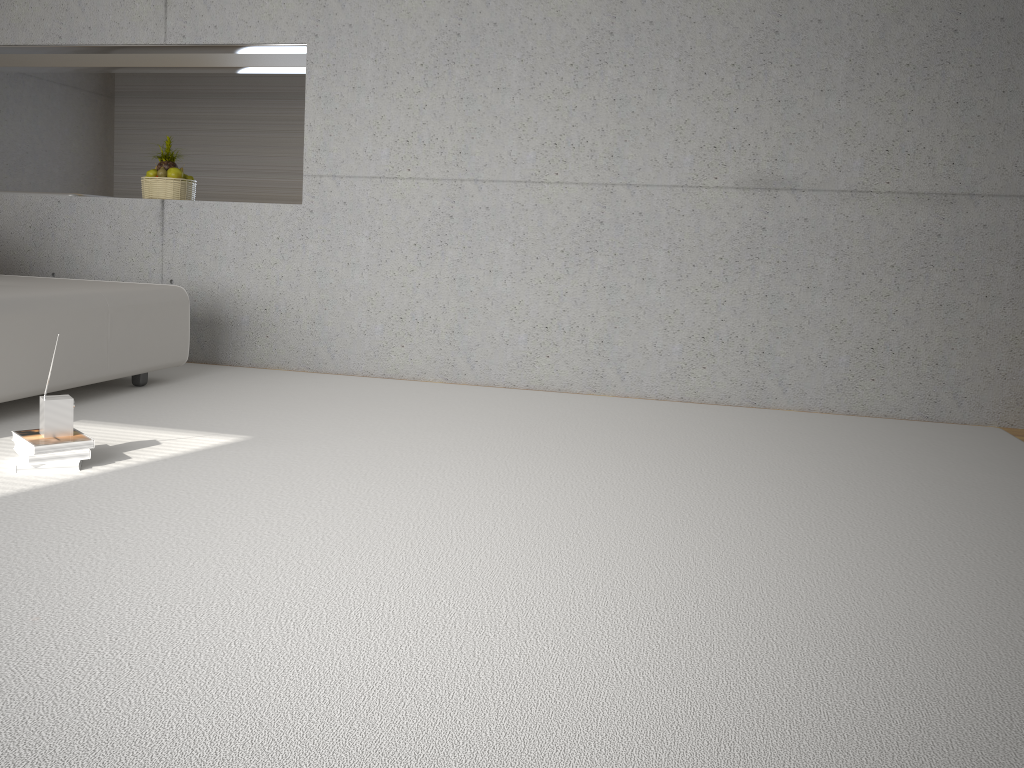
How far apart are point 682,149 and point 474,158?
1.2m

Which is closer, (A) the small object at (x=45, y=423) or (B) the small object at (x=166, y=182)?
(A) the small object at (x=45, y=423)

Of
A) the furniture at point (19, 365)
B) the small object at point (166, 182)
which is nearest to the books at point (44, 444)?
the furniture at point (19, 365)

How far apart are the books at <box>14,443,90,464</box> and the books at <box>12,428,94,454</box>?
0.02m

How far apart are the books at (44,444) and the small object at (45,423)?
0.02m

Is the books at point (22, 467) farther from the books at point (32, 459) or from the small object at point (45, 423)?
the small object at point (45, 423)

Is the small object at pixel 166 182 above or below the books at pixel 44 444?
above

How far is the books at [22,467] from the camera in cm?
291

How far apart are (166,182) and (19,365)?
2.43m

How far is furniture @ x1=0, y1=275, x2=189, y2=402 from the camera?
3.65m
